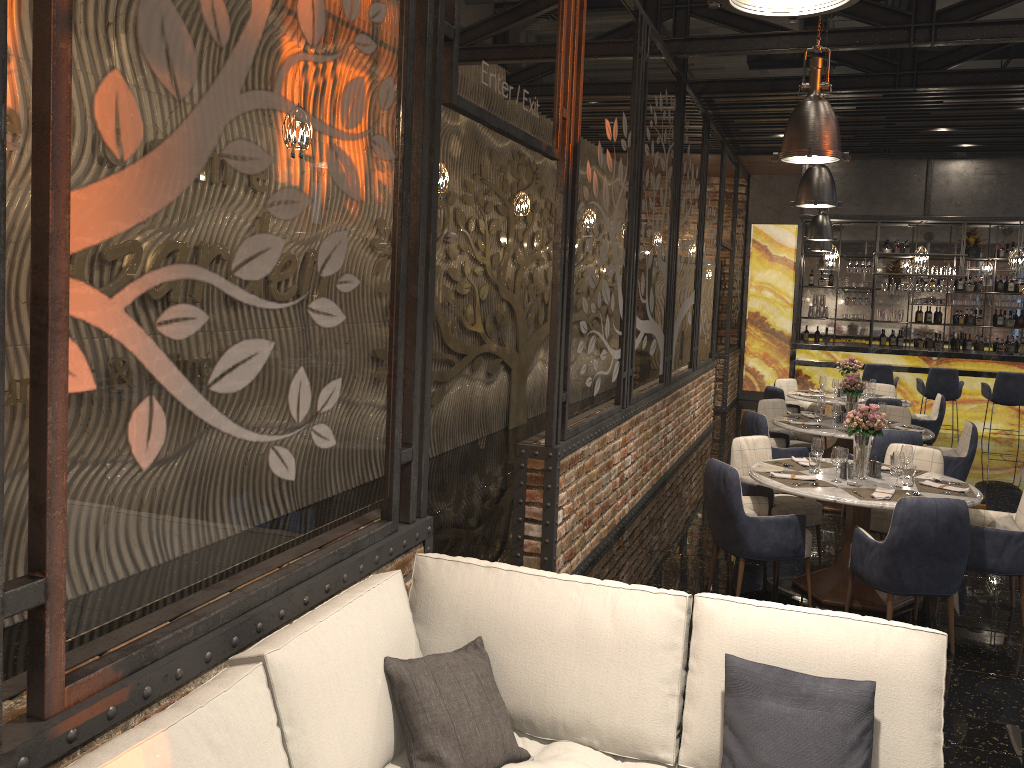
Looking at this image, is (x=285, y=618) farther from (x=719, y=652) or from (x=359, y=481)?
(x=719, y=652)

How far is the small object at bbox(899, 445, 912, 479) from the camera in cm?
565

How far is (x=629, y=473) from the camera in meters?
7.3 m

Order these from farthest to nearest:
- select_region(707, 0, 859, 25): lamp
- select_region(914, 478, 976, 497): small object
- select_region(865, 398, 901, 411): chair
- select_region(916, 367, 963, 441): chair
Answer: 1. select_region(916, 367, 963, 441): chair
2. select_region(865, 398, 901, 411): chair
3. select_region(914, 478, 976, 497): small object
4. select_region(707, 0, 859, 25): lamp

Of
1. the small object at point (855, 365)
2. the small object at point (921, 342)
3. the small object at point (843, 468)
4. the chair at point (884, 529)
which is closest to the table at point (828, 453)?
the small object at point (855, 365)

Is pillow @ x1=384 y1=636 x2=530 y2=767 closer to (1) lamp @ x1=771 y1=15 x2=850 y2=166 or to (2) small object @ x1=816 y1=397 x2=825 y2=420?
(1) lamp @ x1=771 y1=15 x2=850 y2=166

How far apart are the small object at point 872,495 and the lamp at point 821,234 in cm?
538

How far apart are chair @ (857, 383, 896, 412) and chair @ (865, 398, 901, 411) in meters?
1.7

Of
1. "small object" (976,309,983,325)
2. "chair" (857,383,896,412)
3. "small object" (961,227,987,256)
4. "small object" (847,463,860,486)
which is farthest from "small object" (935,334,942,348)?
"small object" (847,463,860,486)

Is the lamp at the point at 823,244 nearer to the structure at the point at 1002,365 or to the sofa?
the structure at the point at 1002,365
